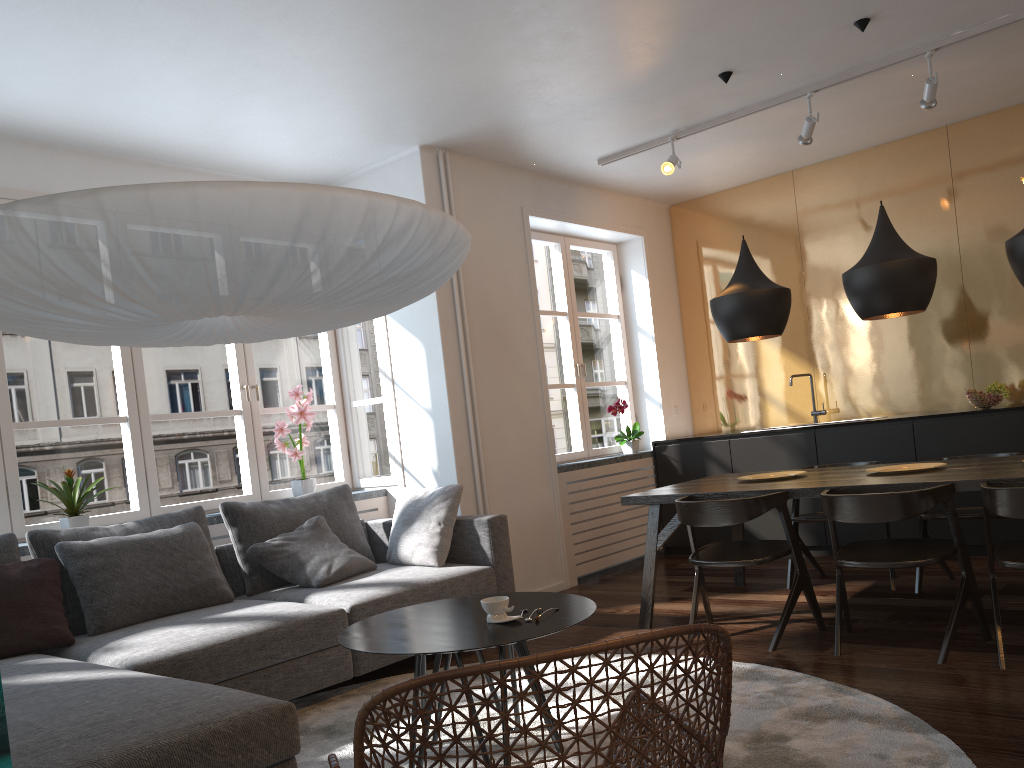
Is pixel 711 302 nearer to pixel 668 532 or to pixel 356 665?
pixel 668 532

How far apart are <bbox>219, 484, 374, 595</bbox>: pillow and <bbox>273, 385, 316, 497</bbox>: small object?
0.4m

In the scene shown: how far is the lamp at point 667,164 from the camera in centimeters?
540cm

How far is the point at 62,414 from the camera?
49.1m

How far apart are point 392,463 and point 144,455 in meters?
1.5 m

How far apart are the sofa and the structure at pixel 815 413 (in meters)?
3.03

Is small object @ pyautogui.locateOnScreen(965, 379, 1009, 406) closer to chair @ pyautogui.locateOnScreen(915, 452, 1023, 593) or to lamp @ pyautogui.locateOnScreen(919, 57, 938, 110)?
chair @ pyautogui.locateOnScreen(915, 452, 1023, 593)

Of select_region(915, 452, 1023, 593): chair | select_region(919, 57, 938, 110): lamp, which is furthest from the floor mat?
select_region(919, 57, 938, 110): lamp

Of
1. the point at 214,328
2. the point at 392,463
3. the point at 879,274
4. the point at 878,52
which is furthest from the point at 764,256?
the point at 214,328

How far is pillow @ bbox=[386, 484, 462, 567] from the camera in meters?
4.5
